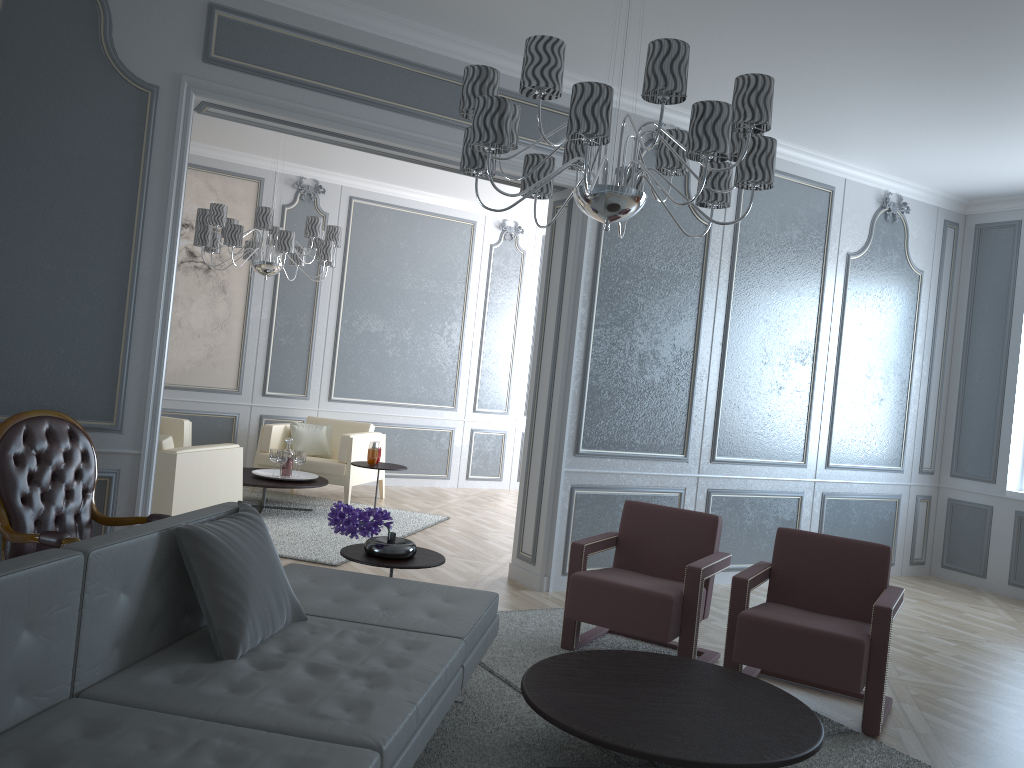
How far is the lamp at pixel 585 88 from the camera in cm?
231

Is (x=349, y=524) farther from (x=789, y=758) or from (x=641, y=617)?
(x=789, y=758)

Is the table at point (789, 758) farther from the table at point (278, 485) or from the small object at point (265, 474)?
the small object at point (265, 474)

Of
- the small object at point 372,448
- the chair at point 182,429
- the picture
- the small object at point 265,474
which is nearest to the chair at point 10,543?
the small object at point 265,474

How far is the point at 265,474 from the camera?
6.4m

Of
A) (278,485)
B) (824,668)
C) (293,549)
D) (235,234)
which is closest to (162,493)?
(293,549)

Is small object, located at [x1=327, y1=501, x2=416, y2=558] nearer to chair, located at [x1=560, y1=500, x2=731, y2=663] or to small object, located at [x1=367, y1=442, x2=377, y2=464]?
chair, located at [x1=560, y1=500, x2=731, y2=663]

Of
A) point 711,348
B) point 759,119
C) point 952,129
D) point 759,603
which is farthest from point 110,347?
point 952,129

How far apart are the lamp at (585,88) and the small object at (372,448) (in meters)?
3.62

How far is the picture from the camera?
7.2 meters
